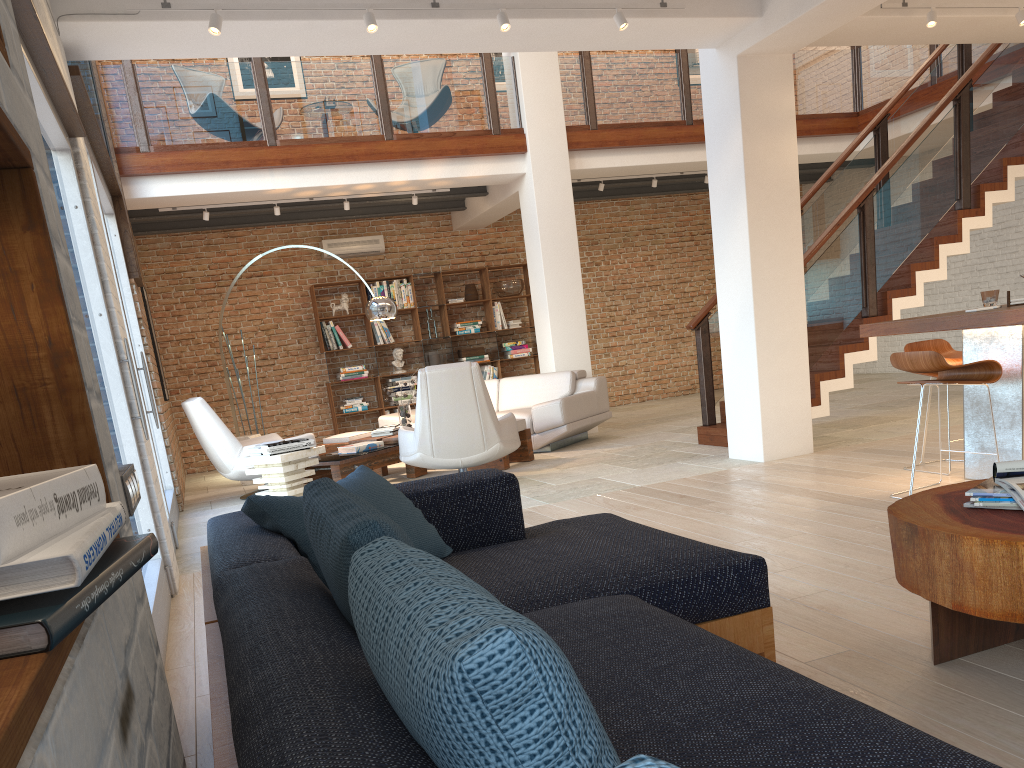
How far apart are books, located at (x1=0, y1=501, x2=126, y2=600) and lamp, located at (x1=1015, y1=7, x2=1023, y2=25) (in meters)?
7.41

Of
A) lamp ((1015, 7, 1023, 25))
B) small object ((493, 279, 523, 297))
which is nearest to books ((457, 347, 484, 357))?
small object ((493, 279, 523, 297))

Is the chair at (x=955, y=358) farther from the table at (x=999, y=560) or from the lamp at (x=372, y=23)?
the lamp at (x=372, y=23)

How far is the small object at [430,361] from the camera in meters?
12.2

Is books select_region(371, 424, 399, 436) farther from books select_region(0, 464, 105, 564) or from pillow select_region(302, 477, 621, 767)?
books select_region(0, 464, 105, 564)

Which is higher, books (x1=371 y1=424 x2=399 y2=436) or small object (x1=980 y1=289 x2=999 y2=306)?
small object (x1=980 y1=289 x2=999 y2=306)

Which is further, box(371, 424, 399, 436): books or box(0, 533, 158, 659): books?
box(371, 424, 399, 436): books

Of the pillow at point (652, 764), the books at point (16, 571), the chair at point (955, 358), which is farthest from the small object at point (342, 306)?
the pillow at point (652, 764)

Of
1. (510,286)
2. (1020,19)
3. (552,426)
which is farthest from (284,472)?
(510,286)

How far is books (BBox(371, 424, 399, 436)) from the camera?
8.5 meters
